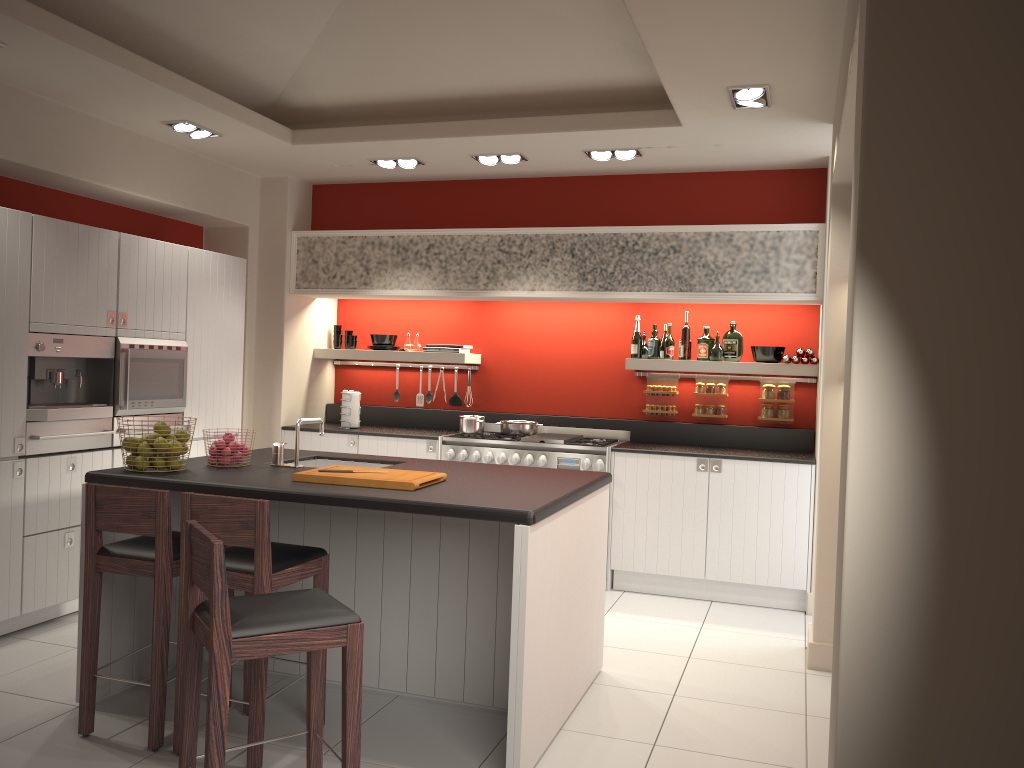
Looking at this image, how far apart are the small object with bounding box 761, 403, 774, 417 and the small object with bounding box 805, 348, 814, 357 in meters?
0.5

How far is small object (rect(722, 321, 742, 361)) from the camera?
6.55m

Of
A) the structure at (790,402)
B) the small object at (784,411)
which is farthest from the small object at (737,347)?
the small object at (784,411)

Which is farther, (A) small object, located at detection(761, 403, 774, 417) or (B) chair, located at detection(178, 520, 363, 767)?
(A) small object, located at detection(761, 403, 774, 417)

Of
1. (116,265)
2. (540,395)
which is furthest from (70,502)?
(540,395)

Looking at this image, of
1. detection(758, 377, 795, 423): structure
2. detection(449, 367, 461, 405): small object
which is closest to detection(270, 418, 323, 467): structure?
detection(449, 367, 461, 405): small object

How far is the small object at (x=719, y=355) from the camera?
6.5 meters

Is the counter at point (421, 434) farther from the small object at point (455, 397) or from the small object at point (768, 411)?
the small object at point (768, 411)

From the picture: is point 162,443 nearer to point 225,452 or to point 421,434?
point 225,452

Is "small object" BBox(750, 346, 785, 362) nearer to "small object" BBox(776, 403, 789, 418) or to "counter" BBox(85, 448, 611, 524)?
"small object" BBox(776, 403, 789, 418)
